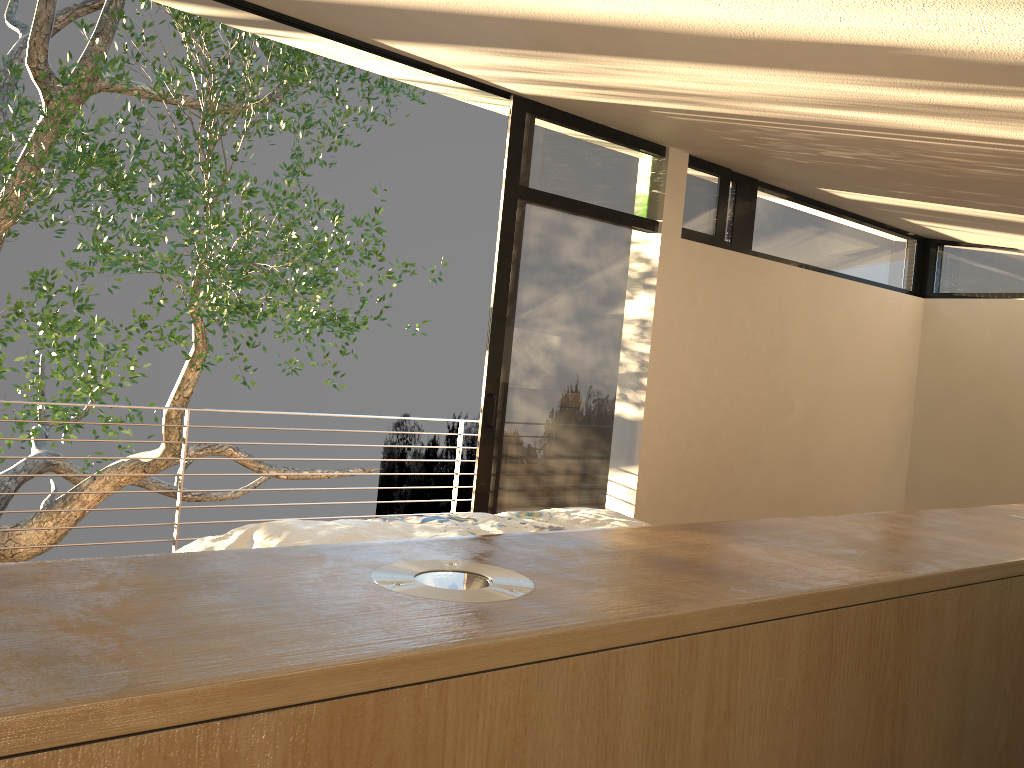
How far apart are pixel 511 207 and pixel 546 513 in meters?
1.7 m

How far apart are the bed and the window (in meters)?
1.00

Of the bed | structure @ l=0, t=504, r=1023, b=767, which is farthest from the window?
structure @ l=0, t=504, r=1023, b=767

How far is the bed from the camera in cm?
269

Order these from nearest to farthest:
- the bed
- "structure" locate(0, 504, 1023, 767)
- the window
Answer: "structure" locate(0, 504, 1023, 767), the bed, the window

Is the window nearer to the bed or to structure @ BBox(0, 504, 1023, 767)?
Result: the bed

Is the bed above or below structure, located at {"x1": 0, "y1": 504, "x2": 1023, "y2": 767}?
below

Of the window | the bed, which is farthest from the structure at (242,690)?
the window

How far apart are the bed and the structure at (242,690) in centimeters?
160cm

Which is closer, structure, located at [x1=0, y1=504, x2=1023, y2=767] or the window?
structure, located at [x1=0, y1=504, x2=1023, y2=767]
